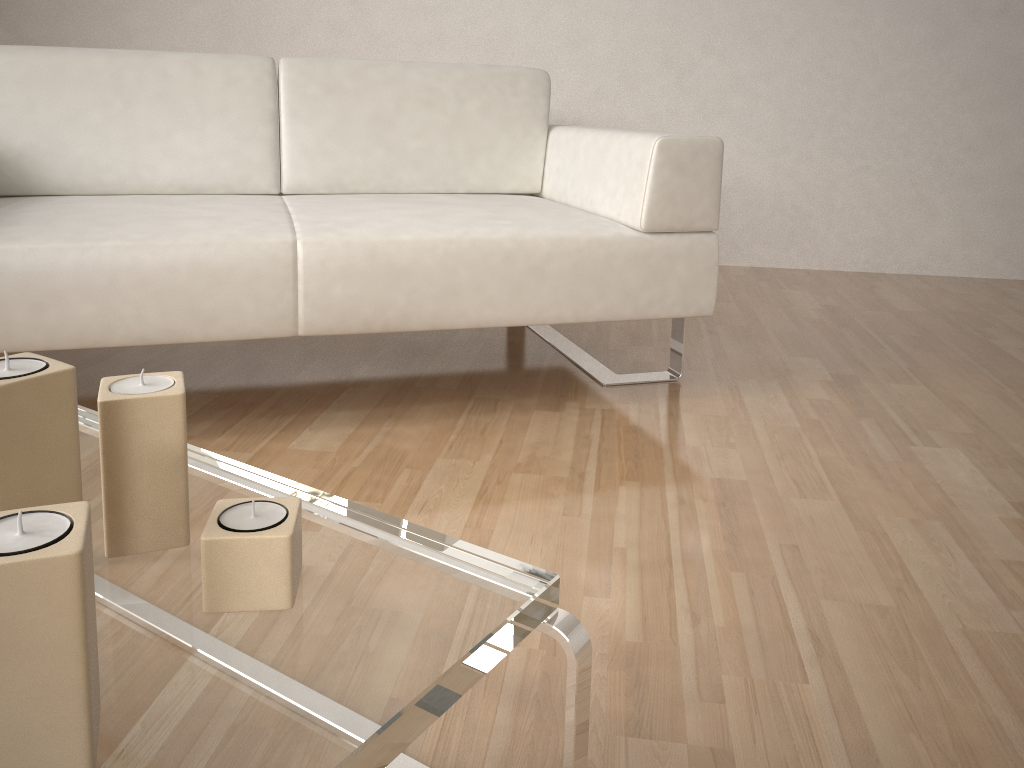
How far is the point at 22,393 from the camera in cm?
61

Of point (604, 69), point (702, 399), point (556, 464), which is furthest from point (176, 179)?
point (604, 69)

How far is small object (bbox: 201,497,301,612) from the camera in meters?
0.7

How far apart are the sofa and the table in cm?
52

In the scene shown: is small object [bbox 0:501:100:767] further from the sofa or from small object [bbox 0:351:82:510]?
the sofa

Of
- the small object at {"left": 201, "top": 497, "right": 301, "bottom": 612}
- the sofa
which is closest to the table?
the small object at {"left": 201, "top": 497, "right": 301, "bottom": 612}

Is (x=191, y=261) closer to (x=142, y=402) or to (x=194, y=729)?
(x=142, y=402)

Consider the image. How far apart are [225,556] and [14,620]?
0.20m

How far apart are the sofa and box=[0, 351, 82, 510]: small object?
0.9m

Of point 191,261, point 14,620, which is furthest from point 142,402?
point 191,261
